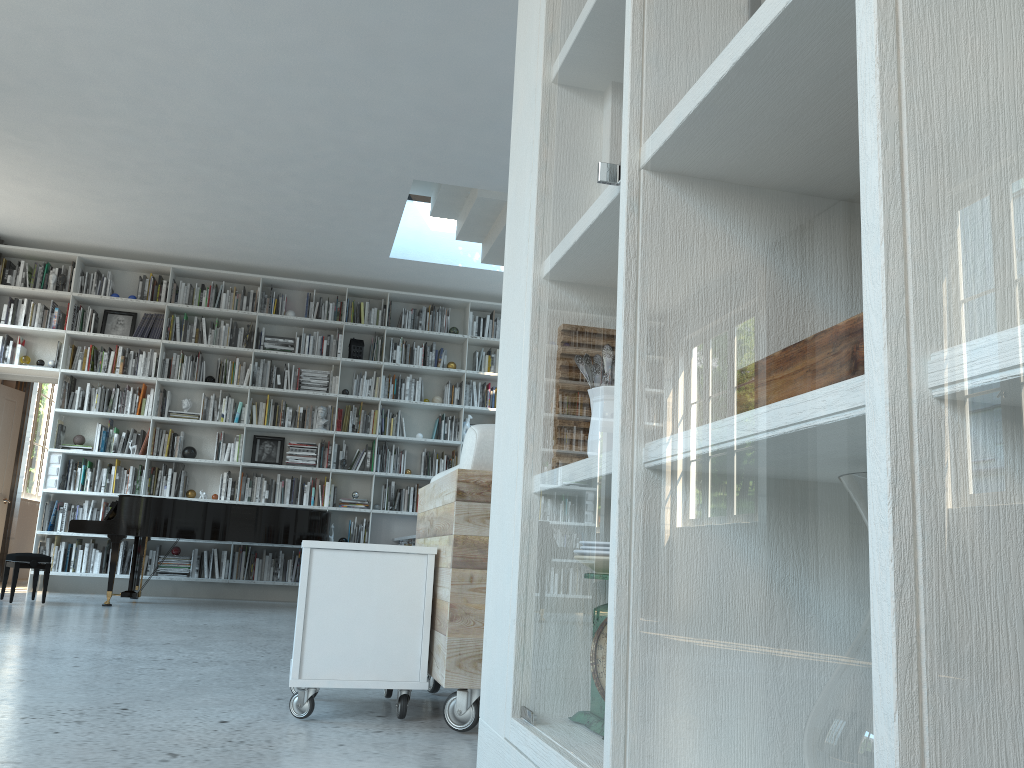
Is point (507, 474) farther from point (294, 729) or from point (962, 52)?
point (294, 729)

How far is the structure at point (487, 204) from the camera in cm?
685

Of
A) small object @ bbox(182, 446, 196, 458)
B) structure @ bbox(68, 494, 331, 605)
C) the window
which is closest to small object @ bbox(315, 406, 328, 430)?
small object @ bbox(182, 446, 196, 458)

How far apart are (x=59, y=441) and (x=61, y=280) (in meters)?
1.51

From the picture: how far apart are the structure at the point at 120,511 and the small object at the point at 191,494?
0.7m

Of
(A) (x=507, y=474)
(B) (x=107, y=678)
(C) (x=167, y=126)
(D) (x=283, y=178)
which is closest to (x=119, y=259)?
(D) (x=283, y=178)

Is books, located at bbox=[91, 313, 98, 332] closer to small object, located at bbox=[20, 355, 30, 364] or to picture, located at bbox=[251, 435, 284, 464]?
small object, located at bbox=[20, 355, 30, 364]

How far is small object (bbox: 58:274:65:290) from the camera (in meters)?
8.33

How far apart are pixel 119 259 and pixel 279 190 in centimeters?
246cm

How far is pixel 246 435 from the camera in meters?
8.7
